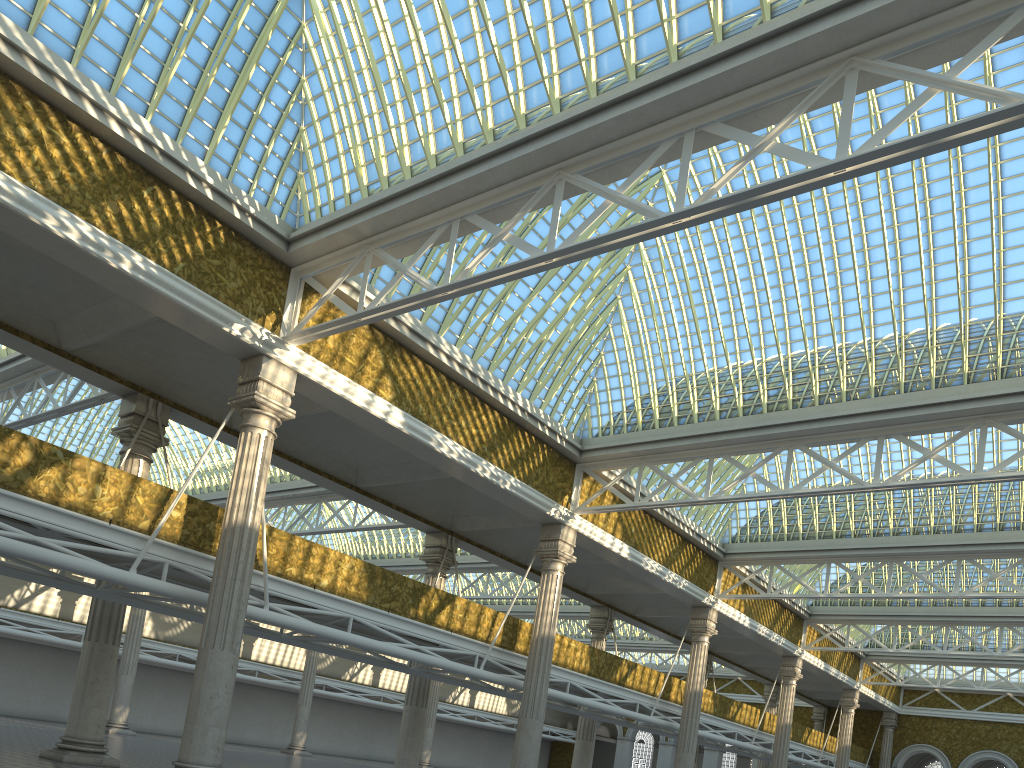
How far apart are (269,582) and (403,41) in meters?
11.5 m

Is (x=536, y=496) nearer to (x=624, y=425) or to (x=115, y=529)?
(x=624, y=425)
